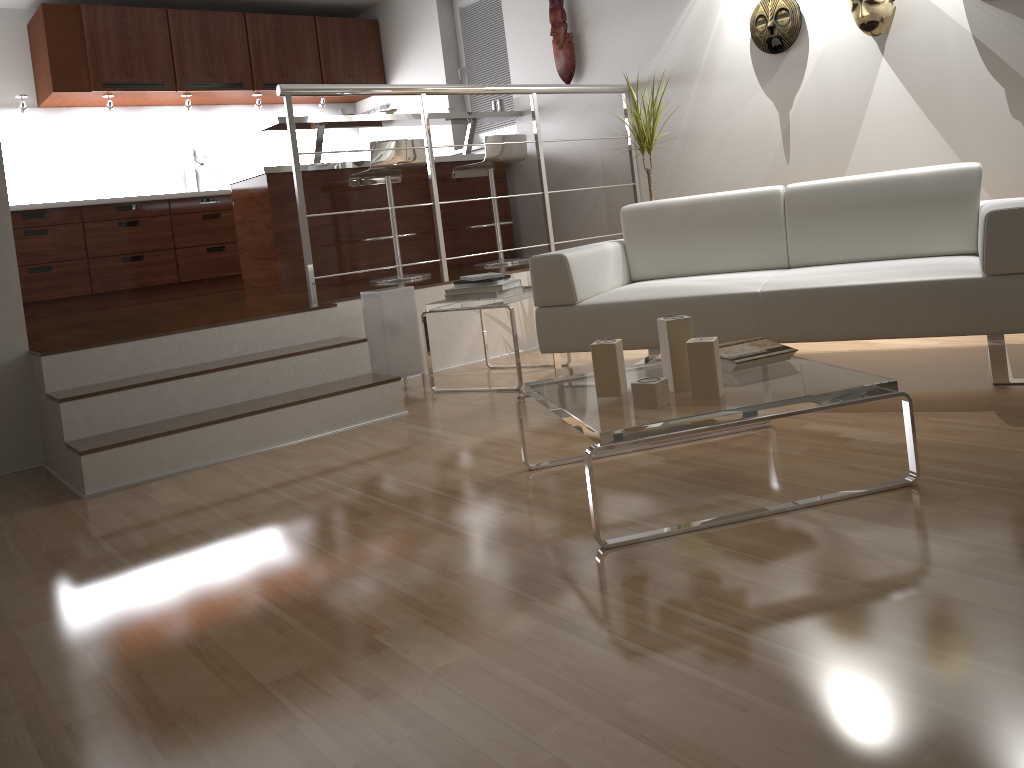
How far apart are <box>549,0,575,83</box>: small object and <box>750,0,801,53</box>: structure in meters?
1.4 m

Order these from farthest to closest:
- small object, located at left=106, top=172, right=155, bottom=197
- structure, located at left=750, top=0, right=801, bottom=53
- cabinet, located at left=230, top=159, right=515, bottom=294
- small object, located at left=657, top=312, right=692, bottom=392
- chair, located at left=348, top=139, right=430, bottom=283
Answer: small object, located at left=106, top=172, right=155, bottom=197
cabinet, located at left=230, top=159, right=515, bottom=294
chair, located at left=348, top=139, right=430, bottom=283
structure, located at left=750, top=0, right=801, bottom=53
small object, located at left=657, top=312, right=692, bottom=392

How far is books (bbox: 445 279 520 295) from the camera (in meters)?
3.85

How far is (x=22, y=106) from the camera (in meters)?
6.04

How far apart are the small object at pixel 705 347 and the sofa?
1.05m

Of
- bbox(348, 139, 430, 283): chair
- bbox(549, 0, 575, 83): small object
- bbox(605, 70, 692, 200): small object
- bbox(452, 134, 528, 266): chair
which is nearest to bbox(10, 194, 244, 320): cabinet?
bbox(348, 139, 430, 283): chair

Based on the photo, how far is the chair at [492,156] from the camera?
5.5m

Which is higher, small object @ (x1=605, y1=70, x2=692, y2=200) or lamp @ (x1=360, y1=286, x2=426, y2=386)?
small object @ (x1=605, y1=70, x2=692, y2=200)

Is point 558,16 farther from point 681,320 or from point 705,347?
point 705,347

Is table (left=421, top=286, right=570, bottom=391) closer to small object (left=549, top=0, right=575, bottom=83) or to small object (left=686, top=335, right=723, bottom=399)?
small object (left=686, top=335, right=723, bottom=399)
